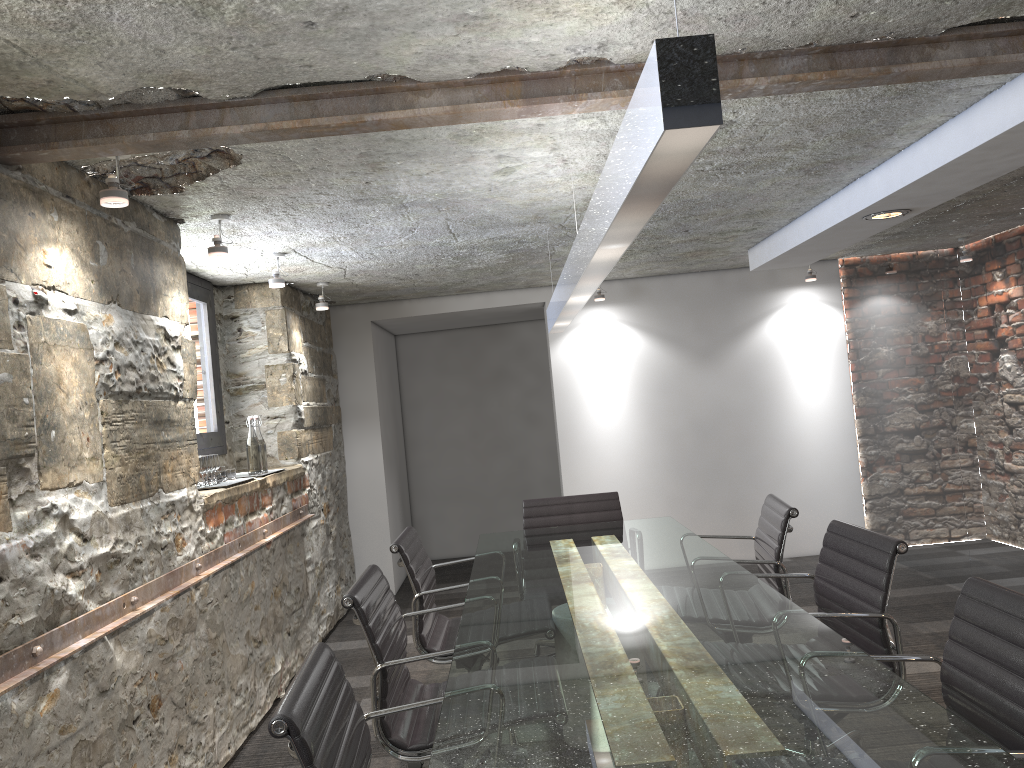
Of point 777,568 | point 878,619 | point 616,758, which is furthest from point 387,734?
point 777,568

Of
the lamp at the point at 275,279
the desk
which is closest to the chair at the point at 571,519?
the desk

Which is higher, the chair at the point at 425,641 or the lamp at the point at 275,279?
the lamp at the point at 275,279

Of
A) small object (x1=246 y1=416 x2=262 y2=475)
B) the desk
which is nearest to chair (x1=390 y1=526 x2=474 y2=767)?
the desk

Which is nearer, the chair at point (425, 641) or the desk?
the desk

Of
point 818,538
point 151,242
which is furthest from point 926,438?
point 151,242

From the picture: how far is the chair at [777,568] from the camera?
3.2 meters

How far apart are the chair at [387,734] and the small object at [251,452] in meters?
1.8 m

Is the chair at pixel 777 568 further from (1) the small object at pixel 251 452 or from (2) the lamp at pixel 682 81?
(1) the small object at pixel 251 452

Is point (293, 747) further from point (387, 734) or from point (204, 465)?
point (204, 465)
